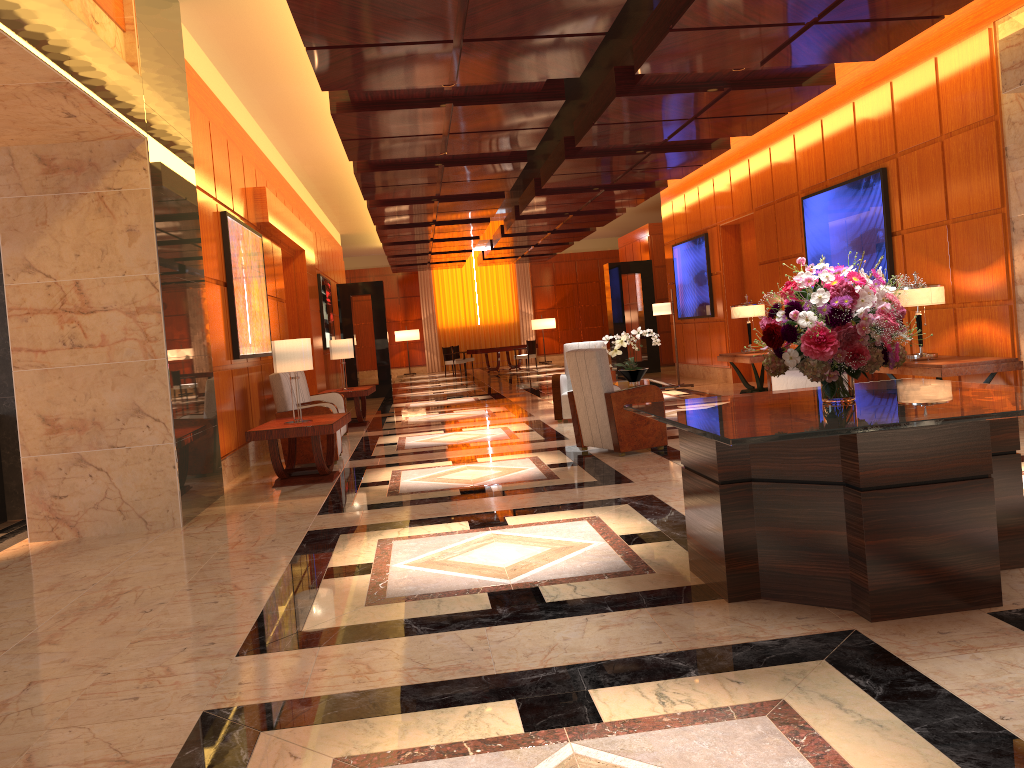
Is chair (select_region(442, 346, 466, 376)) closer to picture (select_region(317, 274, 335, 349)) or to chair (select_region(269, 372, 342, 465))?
picture (select_region(317, 274, 335, 349))

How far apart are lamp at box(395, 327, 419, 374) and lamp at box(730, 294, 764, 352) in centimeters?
1848cm

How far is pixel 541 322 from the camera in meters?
29.8 m

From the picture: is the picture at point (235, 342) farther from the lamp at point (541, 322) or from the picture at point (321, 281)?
the lamp at point (541, 322)

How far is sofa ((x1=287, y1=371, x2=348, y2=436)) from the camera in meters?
10.9

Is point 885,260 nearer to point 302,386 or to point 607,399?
point 607,399

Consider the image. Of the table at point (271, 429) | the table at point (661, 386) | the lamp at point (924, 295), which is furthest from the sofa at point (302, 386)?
the lamp at point (924, 295)

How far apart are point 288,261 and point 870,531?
12.0 meters

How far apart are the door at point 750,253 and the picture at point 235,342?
7.5 meters

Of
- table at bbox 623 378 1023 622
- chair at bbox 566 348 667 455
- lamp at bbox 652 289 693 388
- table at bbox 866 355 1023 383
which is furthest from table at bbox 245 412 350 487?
lamp at bbox 652 289 693 388
